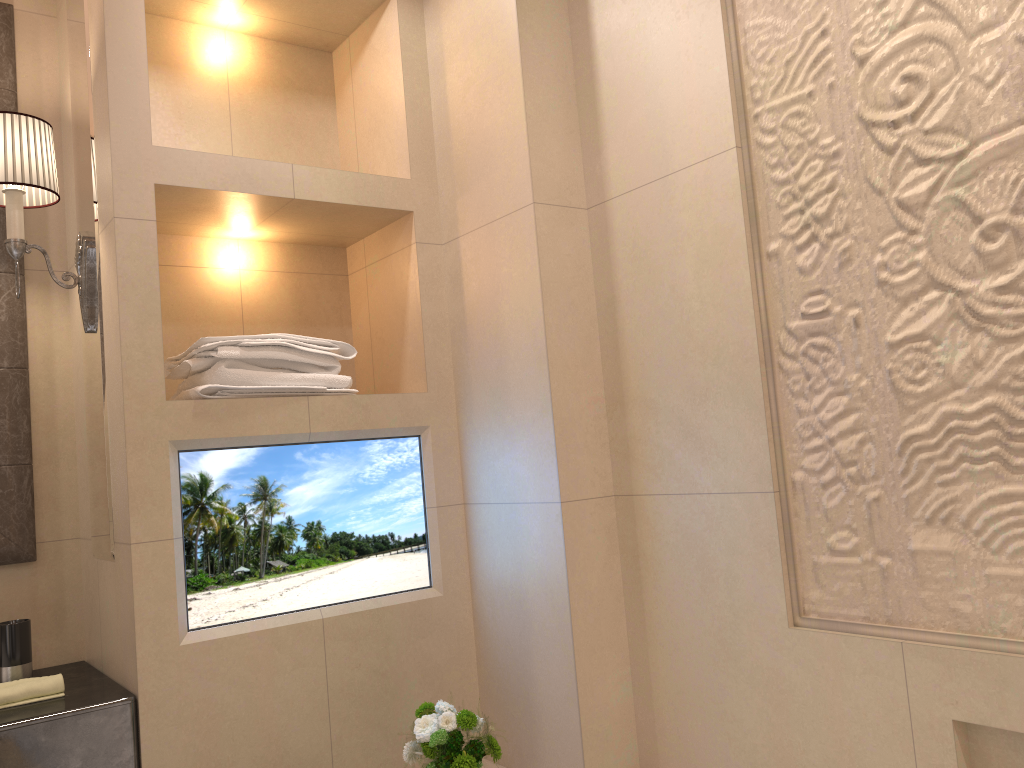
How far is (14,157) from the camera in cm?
180

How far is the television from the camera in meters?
1.8 m

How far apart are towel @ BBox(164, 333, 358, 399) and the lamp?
0.2m

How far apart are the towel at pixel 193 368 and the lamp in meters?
0.2

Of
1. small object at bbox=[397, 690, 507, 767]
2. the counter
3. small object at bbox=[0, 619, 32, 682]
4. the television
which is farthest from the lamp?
small object at bbox=[397, 690, 507, 767]

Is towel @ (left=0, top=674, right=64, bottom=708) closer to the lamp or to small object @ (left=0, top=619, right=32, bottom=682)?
small object @ (left=0, top=619, right=32, bottom=682)

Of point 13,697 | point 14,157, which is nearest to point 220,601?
point 13,697

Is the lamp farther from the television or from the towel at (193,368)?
the television

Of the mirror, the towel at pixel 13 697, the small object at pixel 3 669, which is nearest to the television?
the towel at pixel 13 697

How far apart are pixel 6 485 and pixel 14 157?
0.7 meters
